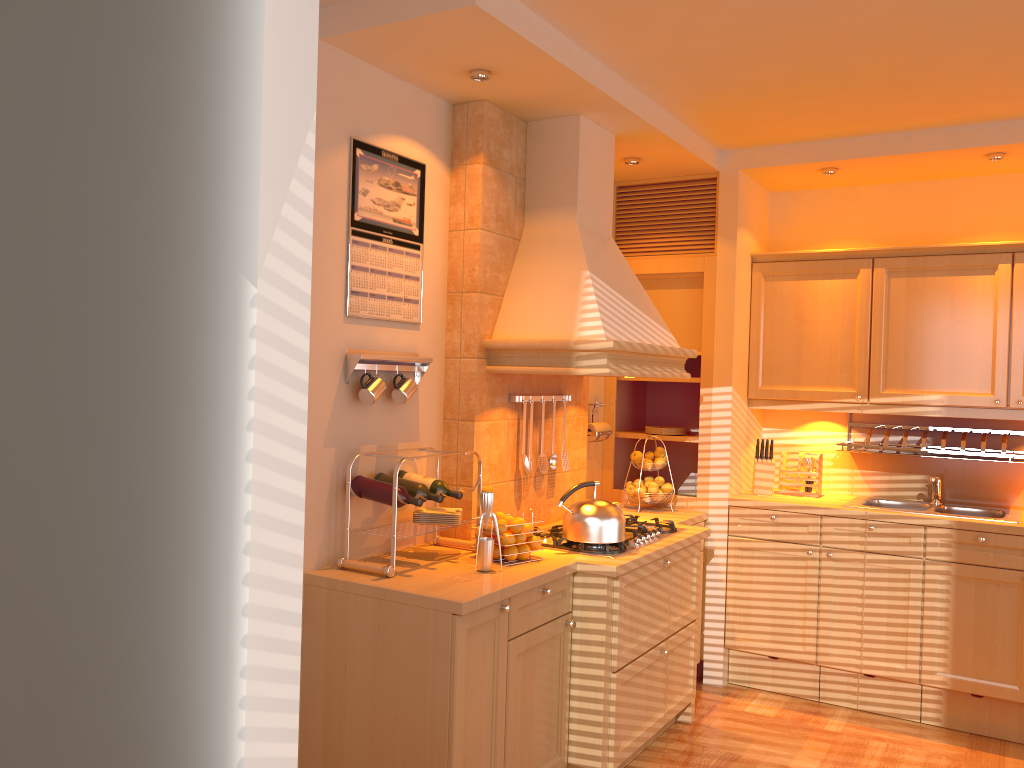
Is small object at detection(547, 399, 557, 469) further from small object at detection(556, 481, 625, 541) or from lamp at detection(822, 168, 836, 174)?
lamp at detection(822, 168, 836, 174)

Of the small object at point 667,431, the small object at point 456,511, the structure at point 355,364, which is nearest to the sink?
the small object at point 667,431

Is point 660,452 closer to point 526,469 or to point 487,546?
point 526,469

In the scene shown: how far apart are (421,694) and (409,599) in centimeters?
28cm

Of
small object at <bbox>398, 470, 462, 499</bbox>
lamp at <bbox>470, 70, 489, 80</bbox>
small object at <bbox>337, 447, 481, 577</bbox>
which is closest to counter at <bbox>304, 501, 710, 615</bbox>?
small object at <bbox>337, 447, 481, 577</bbox>

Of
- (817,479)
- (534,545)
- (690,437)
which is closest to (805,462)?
(817,479)

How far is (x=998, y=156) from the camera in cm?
397

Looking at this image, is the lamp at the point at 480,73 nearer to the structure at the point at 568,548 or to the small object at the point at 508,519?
the small object at the point at 508,519

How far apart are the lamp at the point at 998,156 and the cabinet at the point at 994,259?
0.44m

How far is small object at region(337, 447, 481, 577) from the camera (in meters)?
2.83
